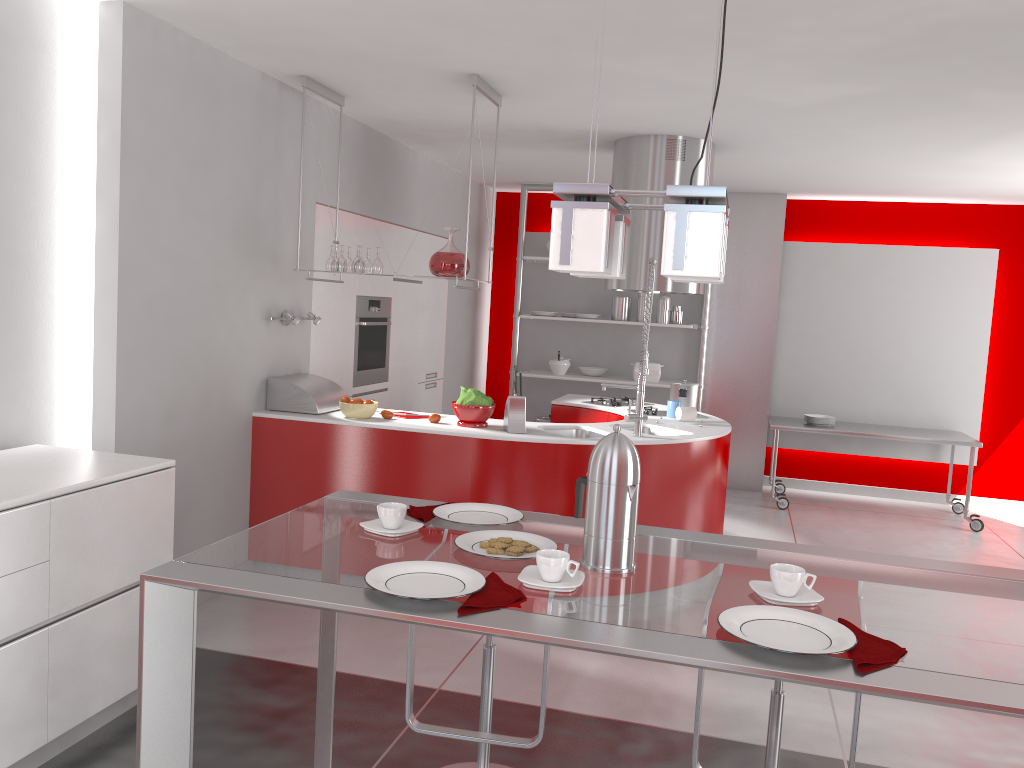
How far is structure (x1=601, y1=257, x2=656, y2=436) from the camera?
4.48m

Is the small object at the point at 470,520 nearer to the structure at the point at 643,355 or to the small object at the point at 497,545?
the small object at the point at 497,545

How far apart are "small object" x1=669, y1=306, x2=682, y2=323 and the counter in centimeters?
170cm

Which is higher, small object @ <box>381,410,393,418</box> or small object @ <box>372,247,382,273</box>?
small object @ <box>372,247,382,273</box>

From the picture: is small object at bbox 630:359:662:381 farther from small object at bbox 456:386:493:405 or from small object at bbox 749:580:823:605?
small object at bbox 749:580:823:605

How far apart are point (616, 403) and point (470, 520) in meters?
3.9

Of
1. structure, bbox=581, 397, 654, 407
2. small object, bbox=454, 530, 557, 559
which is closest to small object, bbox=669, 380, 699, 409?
structure, bbox=581, 397, 654, 407

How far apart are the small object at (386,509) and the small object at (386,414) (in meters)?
2.67

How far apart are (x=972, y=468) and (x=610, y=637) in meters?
6.3 m

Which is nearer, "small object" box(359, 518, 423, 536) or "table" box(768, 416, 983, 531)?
"small object" box(359, 518, 423, 536)
